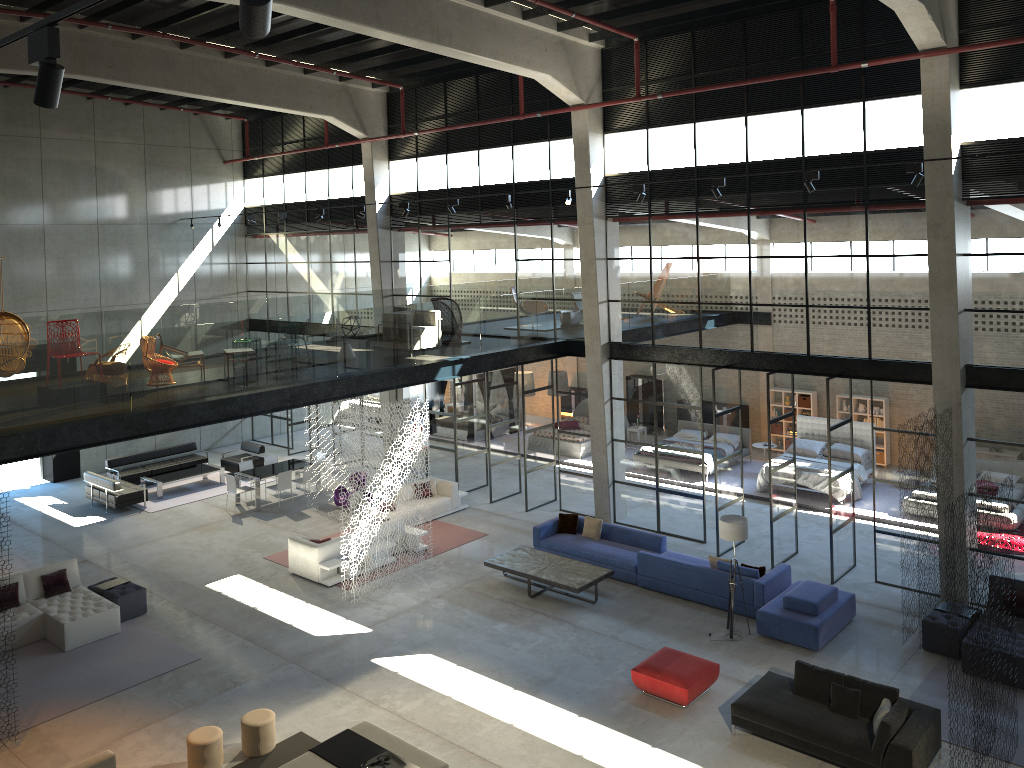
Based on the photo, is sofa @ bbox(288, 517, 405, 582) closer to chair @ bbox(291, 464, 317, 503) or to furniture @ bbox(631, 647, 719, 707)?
chair @ bbox(291, 464, 317, 503)

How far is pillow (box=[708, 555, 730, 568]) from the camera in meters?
14.9 m

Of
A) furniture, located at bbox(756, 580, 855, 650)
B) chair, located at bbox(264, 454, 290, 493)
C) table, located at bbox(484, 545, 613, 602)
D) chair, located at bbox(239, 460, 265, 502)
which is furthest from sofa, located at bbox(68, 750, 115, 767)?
chair, located at bbox(264, 454, 290, 493)

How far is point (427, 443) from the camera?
18.4 meters

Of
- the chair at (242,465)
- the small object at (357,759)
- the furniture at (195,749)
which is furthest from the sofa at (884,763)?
the chair at (242,465)

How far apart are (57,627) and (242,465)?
8.05m

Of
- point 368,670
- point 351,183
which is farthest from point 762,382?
point 368,670

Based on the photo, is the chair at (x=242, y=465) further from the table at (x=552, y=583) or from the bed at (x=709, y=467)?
the bed at (x=709, y=467)

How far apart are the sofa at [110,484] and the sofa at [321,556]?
6.47m

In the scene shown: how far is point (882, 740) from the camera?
9.9 meters
